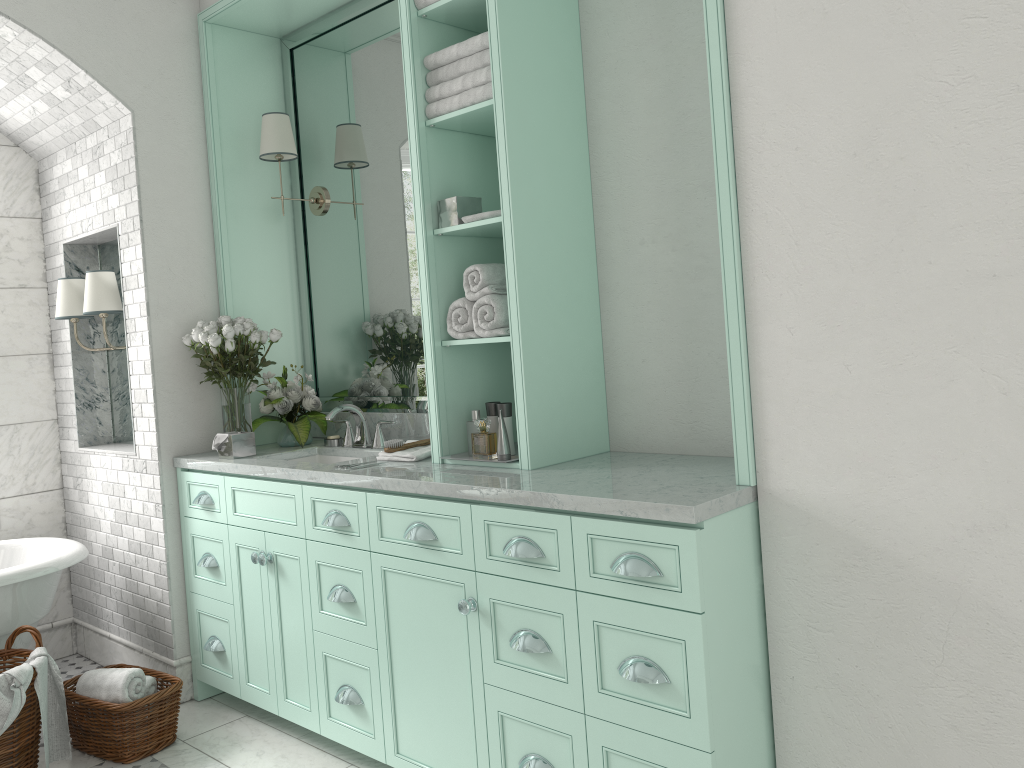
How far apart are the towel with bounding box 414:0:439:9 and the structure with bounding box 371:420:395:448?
1.7m

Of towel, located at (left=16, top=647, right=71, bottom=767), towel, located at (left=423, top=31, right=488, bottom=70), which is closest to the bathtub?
towel, located at (left=16, top=647, right=71, bottom=767)

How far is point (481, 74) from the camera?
3.04m

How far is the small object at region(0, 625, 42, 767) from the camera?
3.3m

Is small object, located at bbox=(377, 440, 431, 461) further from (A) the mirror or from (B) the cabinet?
(A) the mirror

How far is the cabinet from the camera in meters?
2.3

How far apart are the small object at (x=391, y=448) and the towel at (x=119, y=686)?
1.4m

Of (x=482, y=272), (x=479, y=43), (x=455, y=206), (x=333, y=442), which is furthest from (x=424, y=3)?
(x=333, y=442)

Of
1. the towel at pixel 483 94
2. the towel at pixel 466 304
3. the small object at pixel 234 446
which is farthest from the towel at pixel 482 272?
the small object at pixel 234 446

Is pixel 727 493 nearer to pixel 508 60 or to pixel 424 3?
pixel 508 60
